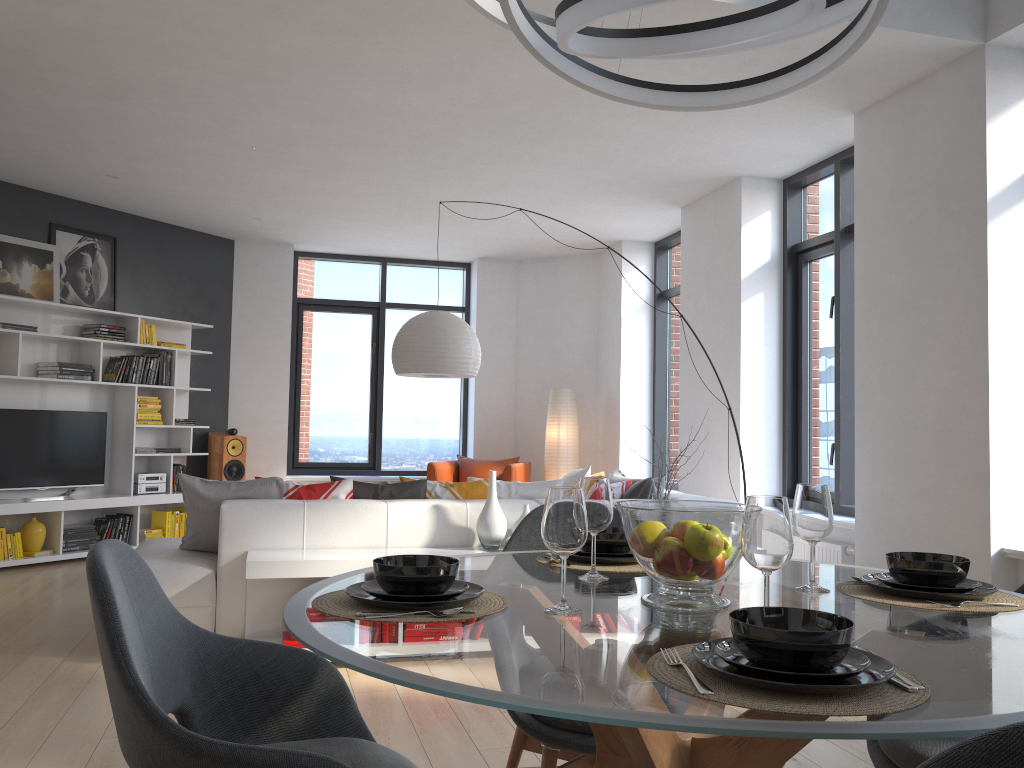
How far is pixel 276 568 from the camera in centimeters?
398cm

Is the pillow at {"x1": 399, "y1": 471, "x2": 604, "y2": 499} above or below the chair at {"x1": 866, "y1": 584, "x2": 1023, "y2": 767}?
above

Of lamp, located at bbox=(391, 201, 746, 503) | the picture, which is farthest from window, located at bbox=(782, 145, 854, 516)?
the picture

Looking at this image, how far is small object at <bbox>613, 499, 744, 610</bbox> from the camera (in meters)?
1.58

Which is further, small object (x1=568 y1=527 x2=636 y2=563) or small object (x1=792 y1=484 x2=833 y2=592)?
small object (x1=568 y1=527 x2=636 y2=563)

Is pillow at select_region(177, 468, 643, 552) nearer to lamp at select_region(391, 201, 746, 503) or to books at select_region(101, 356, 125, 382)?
lamp at select_region(391, 201, 746, 503)

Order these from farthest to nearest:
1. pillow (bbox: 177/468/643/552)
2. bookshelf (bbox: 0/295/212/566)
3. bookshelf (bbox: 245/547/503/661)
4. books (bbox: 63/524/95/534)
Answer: books (bbox: 63/524/95/534) → bookshelf (bbox: 0/295/212/566) → pillow (bbox: 177/468/643/552) → bookshelf (bbox: 245/547/503/661)

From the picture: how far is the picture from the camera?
7.0 meters

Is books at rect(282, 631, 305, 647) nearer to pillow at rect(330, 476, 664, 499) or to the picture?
pillow at rect(330, 476, 664, 499)

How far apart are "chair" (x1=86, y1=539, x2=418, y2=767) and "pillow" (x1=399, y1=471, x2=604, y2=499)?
3.0m
